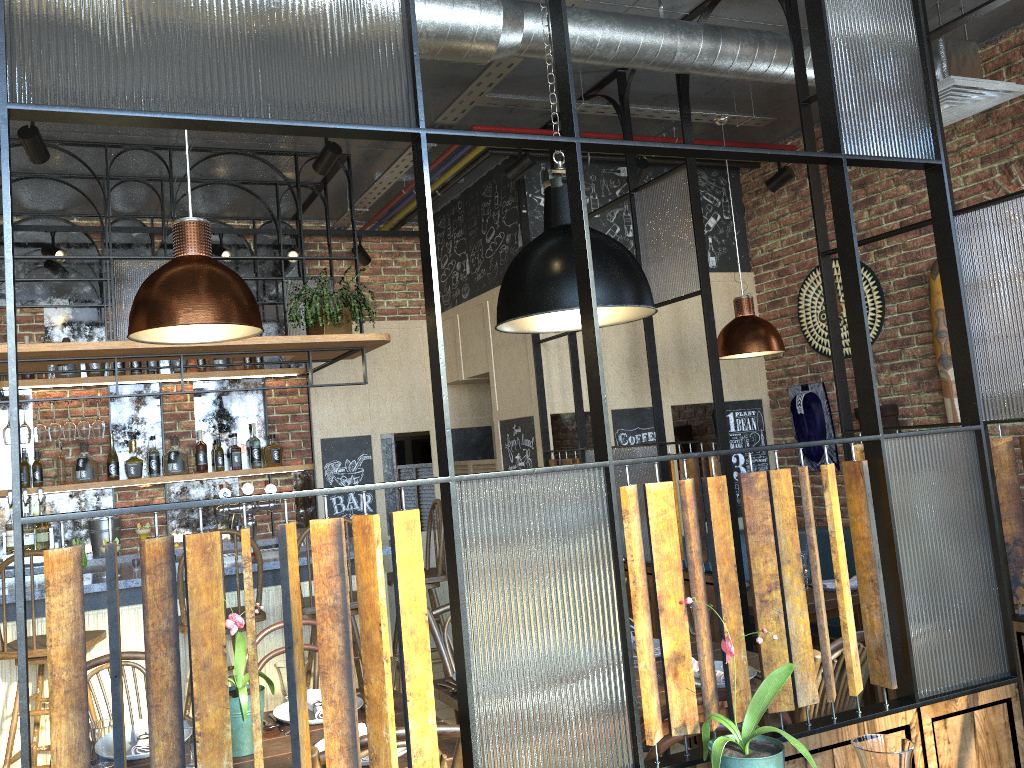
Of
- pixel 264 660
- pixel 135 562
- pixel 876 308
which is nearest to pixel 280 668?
pixel 264 660

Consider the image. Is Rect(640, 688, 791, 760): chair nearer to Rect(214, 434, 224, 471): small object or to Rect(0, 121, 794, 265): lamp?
Rect(0, 121, 794, 265): lamp

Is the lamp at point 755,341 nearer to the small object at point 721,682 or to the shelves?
the small object at point 721,682

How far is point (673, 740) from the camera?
1.96m

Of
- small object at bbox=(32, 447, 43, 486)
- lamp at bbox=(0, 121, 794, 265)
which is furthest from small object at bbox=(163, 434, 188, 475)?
lamp at bbox=(0, 121, 794, 265)

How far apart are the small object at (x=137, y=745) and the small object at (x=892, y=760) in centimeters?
174cm

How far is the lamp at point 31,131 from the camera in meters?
3.7

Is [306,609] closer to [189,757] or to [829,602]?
[189,757]

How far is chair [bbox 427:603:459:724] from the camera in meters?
3.2

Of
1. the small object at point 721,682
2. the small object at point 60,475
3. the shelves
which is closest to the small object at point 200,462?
the shelves
